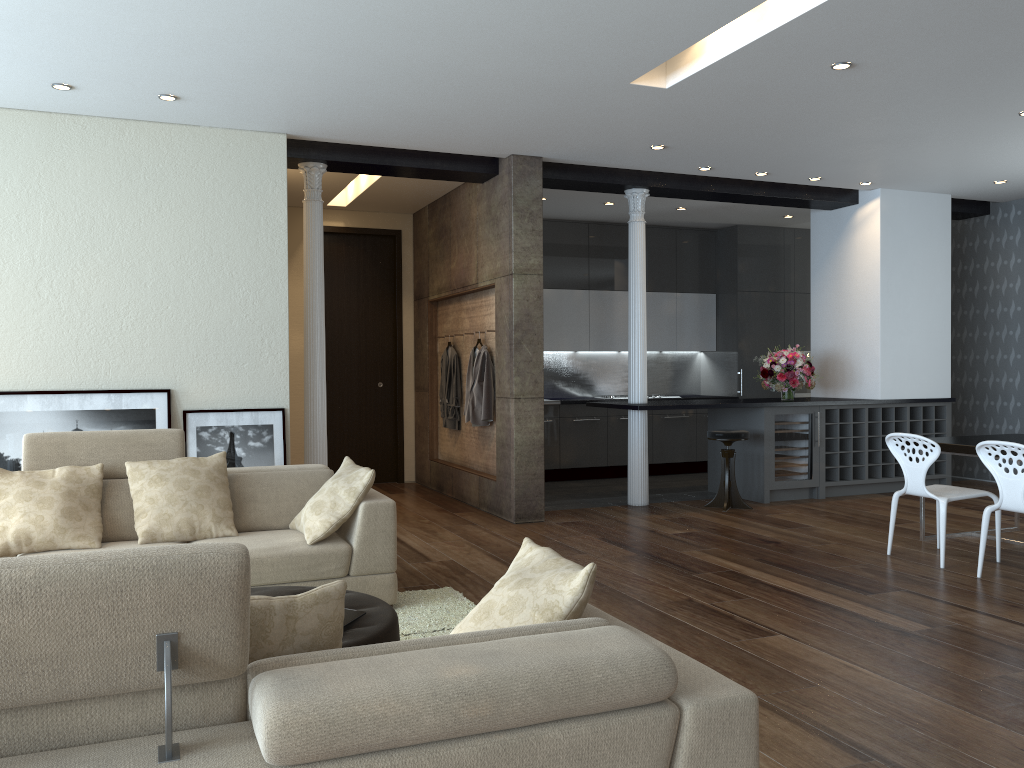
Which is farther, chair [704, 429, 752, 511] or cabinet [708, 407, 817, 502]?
cabinet [708, 407, 817, 502]

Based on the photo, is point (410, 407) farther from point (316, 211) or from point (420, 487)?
point (316, 211)

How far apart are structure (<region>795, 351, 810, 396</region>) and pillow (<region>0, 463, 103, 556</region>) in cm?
868

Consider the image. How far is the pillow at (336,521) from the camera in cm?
450

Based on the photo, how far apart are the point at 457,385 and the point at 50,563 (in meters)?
7.17

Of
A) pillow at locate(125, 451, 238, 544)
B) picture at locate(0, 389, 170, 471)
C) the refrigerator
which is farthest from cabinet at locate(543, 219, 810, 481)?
pillow at locate(125, 451, 238, 544)

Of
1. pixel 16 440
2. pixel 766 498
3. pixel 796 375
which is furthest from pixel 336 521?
pixel 796 375

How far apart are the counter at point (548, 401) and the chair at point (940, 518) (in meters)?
4.42

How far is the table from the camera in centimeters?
592cm

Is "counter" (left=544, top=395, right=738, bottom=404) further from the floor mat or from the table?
the floor mat
